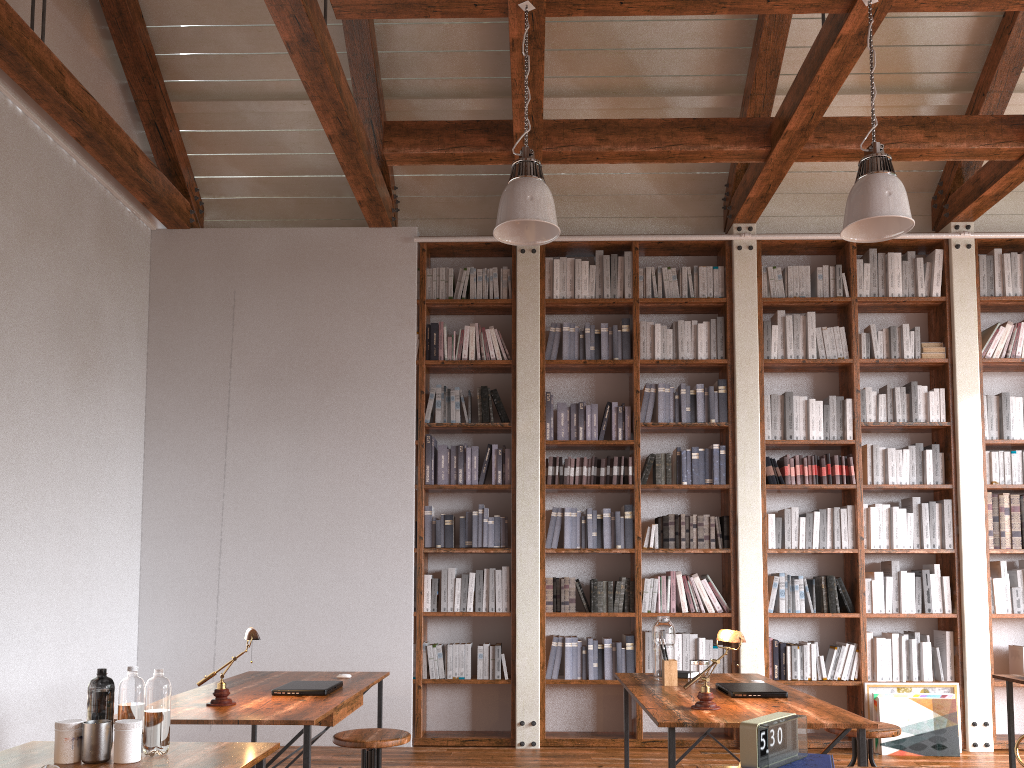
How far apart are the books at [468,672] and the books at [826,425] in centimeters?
284cm

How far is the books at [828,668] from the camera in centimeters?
574cm

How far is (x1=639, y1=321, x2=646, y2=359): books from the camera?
6.2m

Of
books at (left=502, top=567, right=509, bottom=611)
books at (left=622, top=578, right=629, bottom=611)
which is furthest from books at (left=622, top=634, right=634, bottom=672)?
books at (left=502, top=567, right=509, bottom=611)

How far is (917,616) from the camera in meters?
5.8 m

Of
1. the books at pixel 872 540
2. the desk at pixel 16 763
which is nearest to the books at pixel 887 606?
the books at pixel 872 540

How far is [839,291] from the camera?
6.2m

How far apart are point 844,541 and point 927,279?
1.95m

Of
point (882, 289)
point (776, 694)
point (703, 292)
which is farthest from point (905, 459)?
point (776, 694)

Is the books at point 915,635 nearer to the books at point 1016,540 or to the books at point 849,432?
the books at point 1016,540
